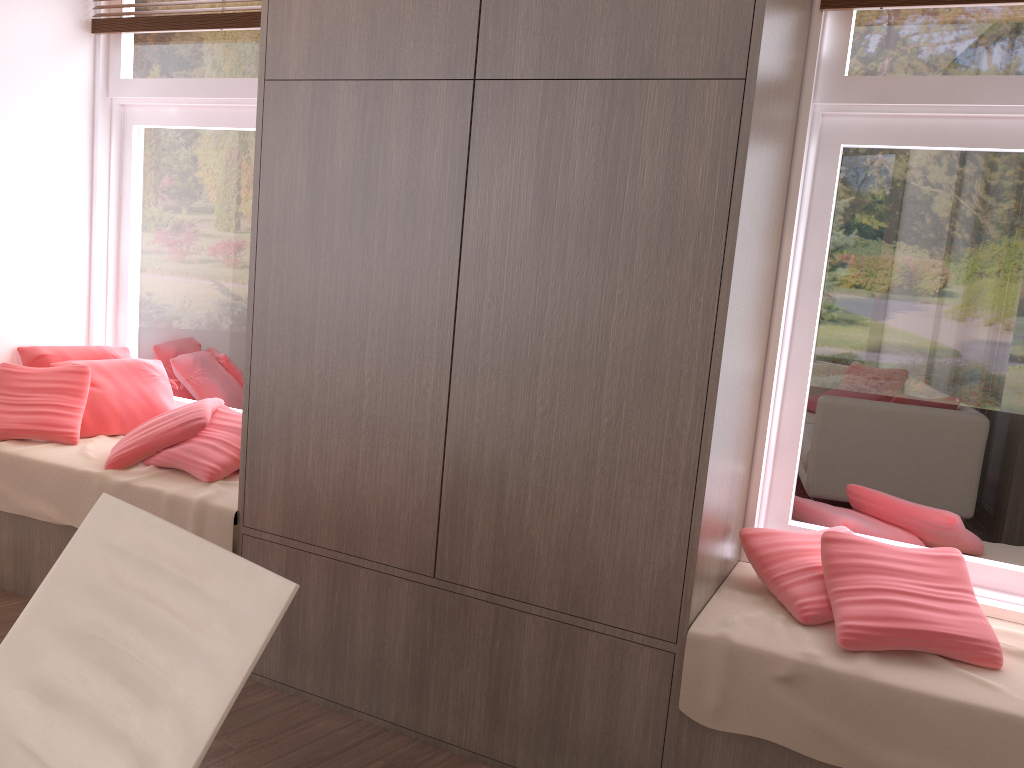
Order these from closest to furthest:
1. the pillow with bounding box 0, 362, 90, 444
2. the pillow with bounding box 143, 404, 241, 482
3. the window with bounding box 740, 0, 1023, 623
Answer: the window with bounding box 740, 0, 1023, 623
the pillow with bounding box 143, 404, 241, 482
the pillow with bounding box 0, 362, 90, 444

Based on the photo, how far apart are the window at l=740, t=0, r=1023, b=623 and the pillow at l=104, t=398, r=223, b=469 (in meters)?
1.82

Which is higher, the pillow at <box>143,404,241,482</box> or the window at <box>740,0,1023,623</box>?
the window at <box>740,0,1023,623</box>

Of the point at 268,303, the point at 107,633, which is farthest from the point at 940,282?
the point at 107,633

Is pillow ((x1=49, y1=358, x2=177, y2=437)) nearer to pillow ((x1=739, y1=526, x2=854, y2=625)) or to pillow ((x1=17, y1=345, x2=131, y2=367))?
pillow ((x1=17, y1=345, x2=131, y2=367))

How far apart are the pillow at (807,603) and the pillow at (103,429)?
2.3m

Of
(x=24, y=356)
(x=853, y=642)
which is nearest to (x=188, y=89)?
(x=24, y=356)

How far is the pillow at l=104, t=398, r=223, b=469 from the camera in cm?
300

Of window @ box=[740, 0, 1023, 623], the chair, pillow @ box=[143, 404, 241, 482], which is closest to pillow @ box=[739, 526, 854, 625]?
window @ box=[740, 0, 1023, 623]

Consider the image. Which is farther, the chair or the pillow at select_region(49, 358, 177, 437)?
the pillow at select_region(49, 358, 177, 437)
